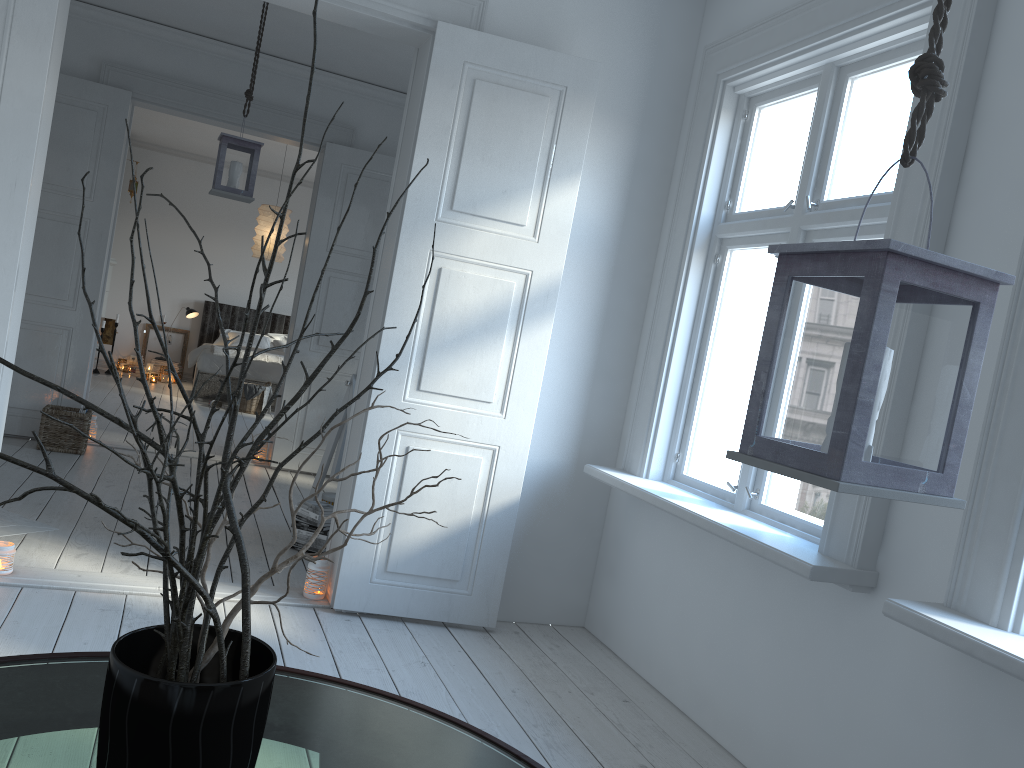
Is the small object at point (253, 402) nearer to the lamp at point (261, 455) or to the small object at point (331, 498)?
the lamp at point (261, 455)

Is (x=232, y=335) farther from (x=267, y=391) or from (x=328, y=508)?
(x=328, y=508)

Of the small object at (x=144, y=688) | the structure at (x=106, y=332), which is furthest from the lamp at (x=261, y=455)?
the small object at (x=144, y=688)

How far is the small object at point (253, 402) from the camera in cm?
916

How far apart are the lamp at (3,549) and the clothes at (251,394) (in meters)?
5.88

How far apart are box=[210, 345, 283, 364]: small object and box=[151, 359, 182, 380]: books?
1.65m

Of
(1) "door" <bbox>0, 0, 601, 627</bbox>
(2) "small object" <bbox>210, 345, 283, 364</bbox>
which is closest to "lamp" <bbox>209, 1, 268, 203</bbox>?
(1) "door" <bbox>0, 0, 601, 627</bbox>

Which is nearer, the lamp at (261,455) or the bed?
the lamp at (261,455)

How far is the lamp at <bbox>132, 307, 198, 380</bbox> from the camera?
10.75m

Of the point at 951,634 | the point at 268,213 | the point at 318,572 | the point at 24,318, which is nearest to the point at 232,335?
the point at 268,213
